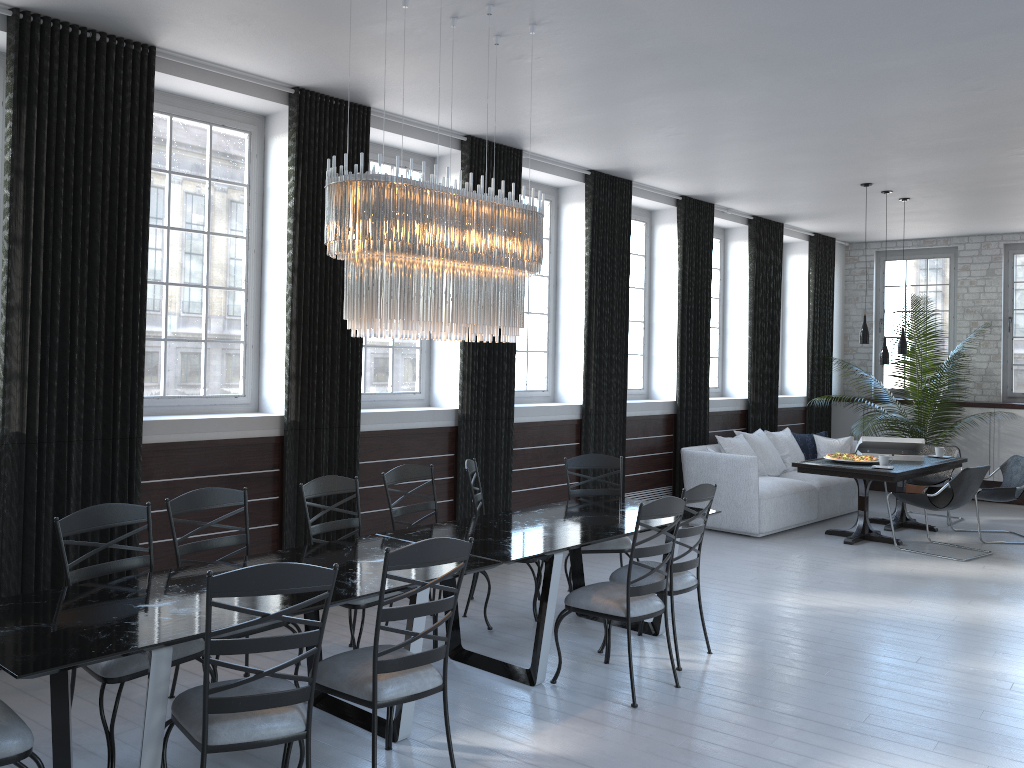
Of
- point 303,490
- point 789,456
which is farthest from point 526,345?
point 303,490

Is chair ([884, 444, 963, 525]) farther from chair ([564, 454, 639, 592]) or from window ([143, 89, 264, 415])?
window ([143, 89, 264, 415])

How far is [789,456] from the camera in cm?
959

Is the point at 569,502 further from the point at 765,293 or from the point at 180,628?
the point at 765,293

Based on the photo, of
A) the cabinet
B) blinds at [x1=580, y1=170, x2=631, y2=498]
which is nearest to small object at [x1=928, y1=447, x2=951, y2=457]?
the cabinet

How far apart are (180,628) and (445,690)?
1.0 meters

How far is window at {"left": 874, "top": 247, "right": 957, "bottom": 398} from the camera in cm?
1151

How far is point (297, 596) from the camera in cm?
333

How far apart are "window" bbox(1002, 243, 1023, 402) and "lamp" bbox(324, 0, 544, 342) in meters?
9.0 m

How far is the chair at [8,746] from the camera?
2.7m
